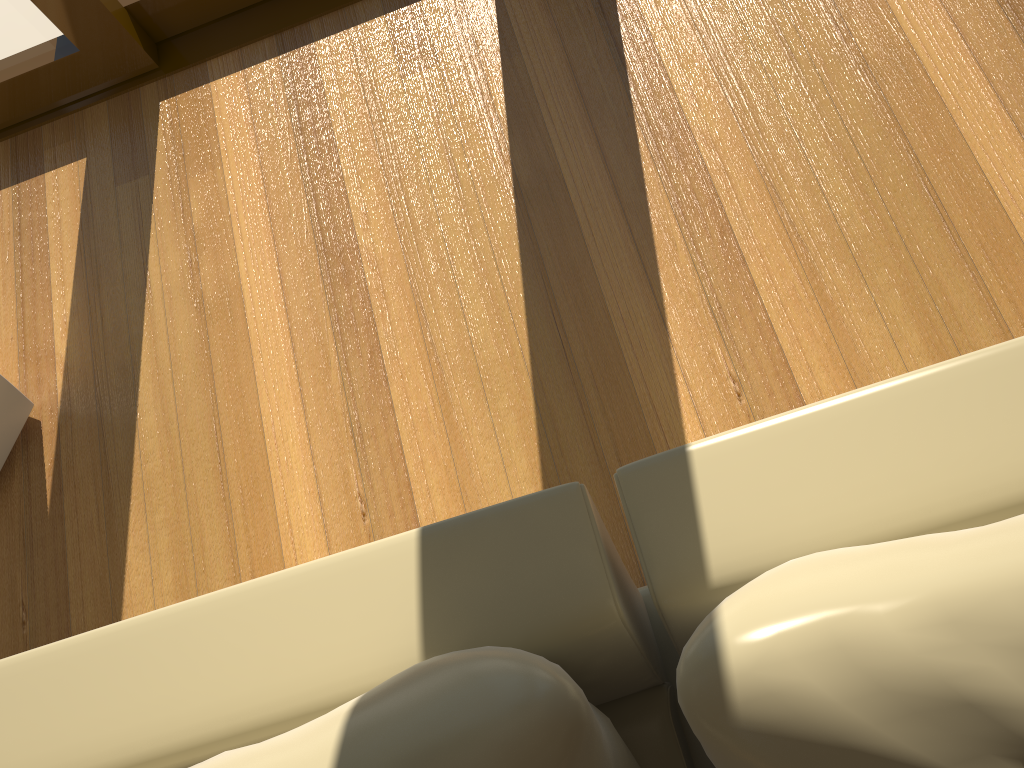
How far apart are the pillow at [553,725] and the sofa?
0.06m

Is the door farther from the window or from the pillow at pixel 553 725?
the pillow at pixel 553 725

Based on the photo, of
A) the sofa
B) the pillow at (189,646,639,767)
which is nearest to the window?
the sofa

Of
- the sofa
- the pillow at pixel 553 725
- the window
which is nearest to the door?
the window

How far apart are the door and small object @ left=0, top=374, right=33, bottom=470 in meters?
0.9 m

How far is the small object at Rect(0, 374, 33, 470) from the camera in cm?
174

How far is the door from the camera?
2.03m

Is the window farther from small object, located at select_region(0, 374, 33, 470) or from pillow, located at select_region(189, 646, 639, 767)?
pillow, located at select_region(189, 646, 639, 767)

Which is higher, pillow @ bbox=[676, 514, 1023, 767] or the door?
pillow @ bbox=[676, 514, 1023, 767]

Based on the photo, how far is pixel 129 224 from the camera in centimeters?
196cm
